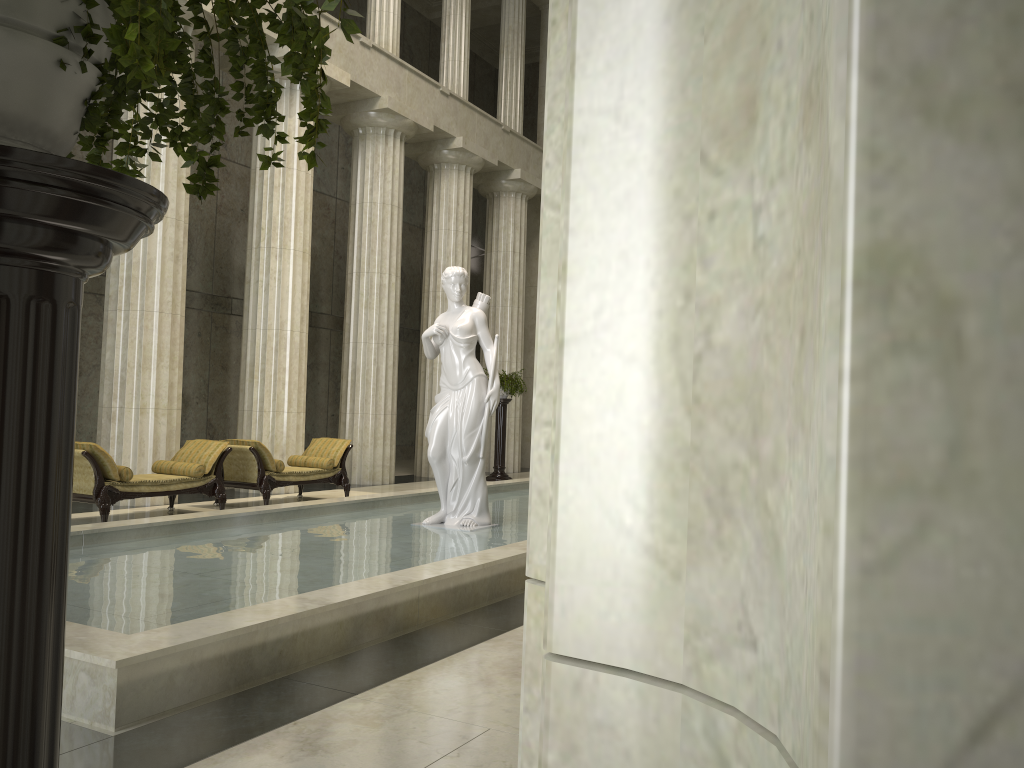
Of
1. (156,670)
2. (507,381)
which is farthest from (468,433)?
(507,381)

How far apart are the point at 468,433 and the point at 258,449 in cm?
378

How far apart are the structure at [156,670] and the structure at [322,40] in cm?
274

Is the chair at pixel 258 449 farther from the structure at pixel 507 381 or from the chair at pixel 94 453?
the structure at pixel 507 381

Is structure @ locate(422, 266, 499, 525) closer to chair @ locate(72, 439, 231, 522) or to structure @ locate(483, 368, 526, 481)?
chair @ locate(72, 439, 231, 522)

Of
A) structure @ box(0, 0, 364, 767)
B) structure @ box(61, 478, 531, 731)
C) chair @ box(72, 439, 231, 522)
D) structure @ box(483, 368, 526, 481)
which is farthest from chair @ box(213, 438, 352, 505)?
structure @ box(0, 0, 364, 767)

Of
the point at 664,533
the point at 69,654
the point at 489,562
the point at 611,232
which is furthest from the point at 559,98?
the point at 489,562

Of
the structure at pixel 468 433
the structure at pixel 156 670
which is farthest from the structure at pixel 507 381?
the structure at pixel 468 433

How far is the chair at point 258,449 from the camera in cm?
1189

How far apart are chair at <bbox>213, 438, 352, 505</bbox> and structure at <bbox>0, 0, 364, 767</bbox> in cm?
1039
